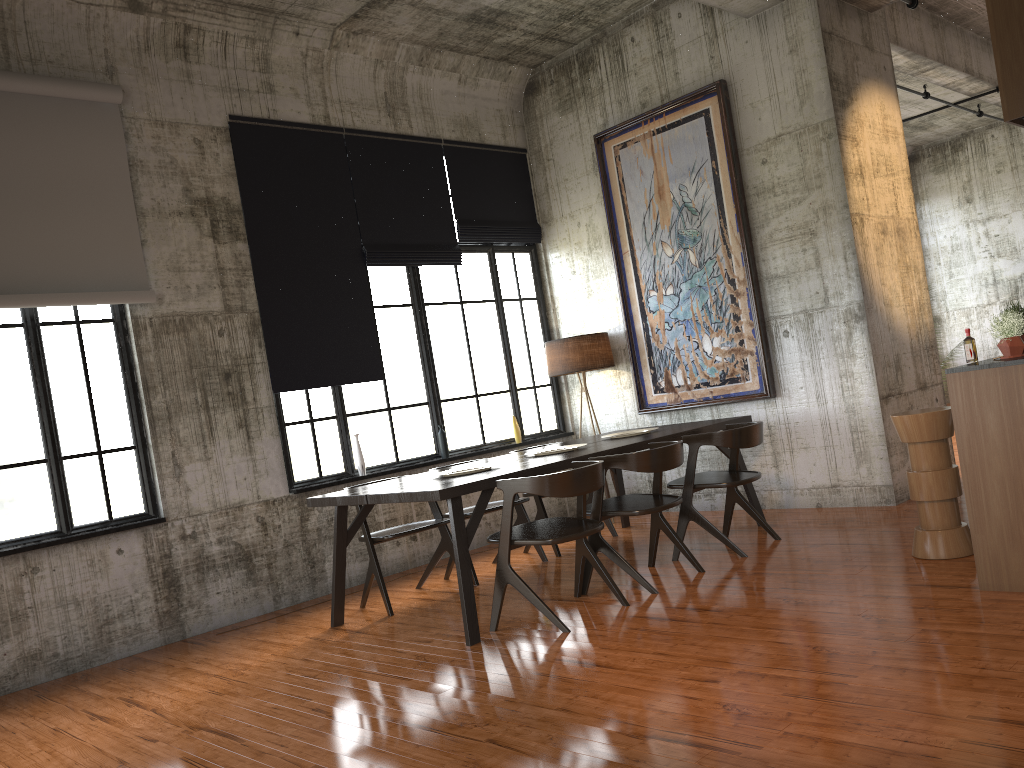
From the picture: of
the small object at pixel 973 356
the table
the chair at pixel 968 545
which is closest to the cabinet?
the small object at pixel 973 356

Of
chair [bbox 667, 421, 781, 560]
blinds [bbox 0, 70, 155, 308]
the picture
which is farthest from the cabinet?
blinds [bbox 0, 70, 155, 308]

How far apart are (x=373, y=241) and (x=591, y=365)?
2.6 meters

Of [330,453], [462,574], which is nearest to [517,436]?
[330,453]

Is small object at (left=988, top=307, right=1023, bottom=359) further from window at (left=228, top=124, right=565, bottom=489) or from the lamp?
window at (left=228, top=124, right=565, bottom=489)

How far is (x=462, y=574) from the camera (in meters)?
5.61

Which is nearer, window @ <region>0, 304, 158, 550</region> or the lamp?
window @ <region>0, 304, 158, 550</region>

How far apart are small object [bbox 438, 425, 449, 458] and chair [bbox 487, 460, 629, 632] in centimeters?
311cm

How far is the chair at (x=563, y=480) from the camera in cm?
552

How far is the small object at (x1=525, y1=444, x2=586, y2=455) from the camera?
7.5m
